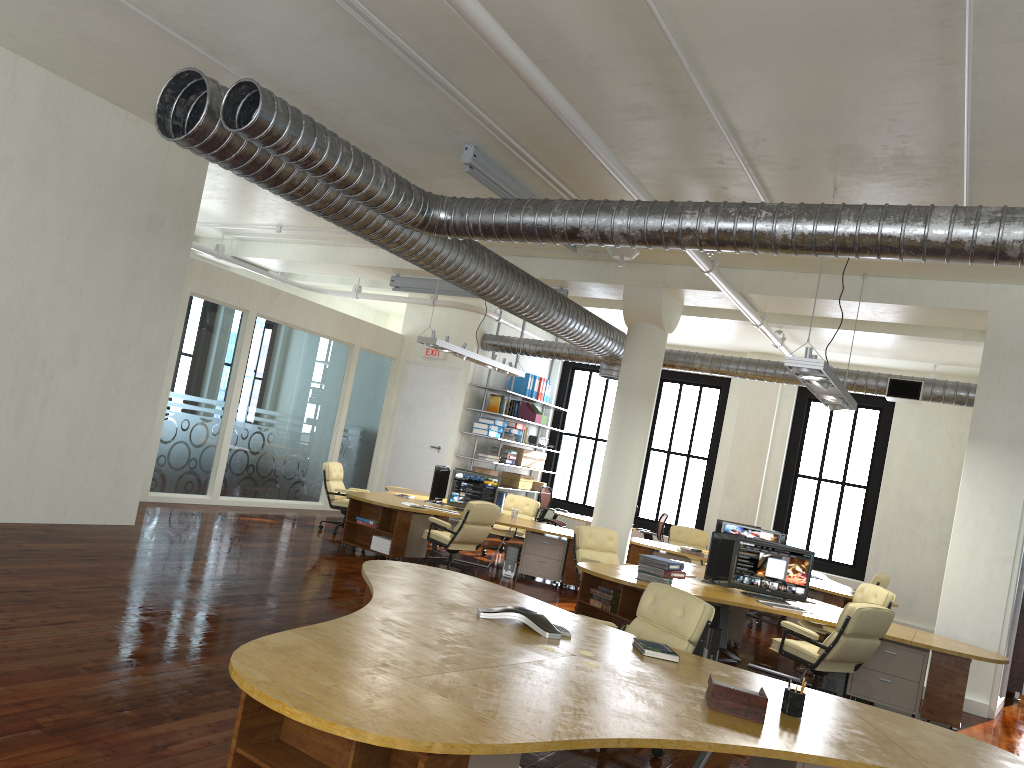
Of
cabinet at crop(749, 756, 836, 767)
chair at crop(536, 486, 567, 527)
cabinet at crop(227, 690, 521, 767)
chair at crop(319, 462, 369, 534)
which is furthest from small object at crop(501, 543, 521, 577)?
cabinet at crop(227, 690, 521, 767)

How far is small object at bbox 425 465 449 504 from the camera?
12.61m

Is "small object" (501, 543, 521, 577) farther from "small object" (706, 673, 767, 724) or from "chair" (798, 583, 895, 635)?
"small object" (706, 673, 767, 724)

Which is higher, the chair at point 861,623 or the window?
the window

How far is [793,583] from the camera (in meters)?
8.87

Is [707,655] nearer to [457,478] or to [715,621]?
[715,621]

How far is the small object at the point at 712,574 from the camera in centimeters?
919cm

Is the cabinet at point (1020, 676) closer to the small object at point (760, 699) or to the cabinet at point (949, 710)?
the cabinet at point (949, 710)

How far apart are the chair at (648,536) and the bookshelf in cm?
337

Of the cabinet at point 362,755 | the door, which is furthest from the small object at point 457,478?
the cabinet at point 362,755
